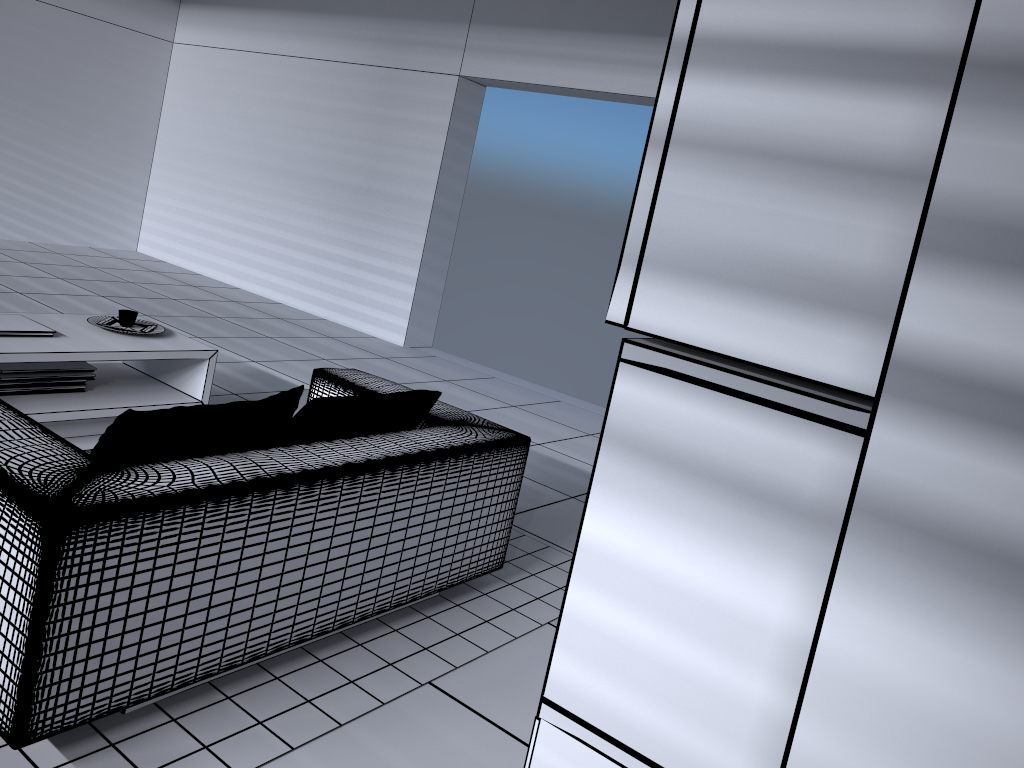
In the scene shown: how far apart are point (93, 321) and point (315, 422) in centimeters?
195cm

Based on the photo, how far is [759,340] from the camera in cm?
81

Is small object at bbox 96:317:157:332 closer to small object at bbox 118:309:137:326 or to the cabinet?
small object at bbox 118:309:137:326

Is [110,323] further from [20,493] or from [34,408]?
[20,493]

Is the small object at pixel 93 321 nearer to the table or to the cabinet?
the table

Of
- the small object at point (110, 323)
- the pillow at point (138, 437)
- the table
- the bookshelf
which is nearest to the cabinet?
the bookshelf

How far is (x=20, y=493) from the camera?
1.8 meters

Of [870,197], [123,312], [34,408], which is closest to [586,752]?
[870,197]

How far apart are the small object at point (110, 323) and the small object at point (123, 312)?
0.0 meters

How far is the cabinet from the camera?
1.6 meters
